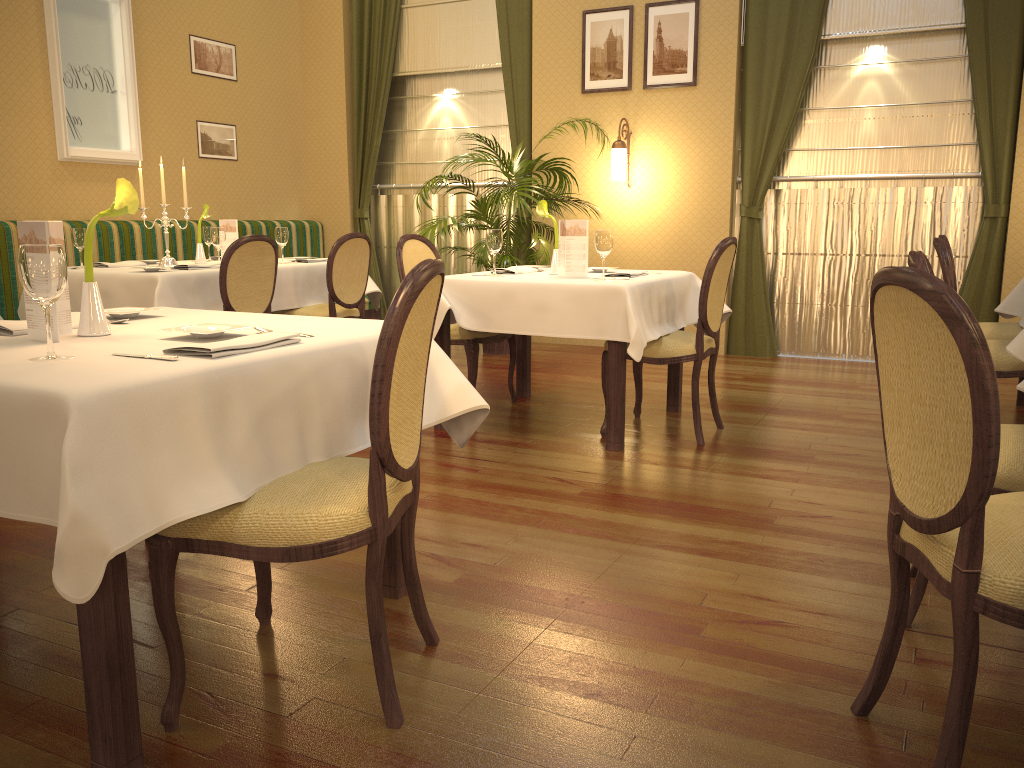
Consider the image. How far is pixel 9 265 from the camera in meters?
5.6 m

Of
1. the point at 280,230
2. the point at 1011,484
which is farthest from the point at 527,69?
the point at 1011,484

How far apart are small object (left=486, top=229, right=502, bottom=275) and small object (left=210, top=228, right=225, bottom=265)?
1.76m

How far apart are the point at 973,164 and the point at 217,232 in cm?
501

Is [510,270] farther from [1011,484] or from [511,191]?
[1011,484]

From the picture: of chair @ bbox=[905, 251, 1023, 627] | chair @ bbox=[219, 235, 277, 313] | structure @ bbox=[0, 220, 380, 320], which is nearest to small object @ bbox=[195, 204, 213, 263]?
chair @ bbox=[219, 235, 277, 313]

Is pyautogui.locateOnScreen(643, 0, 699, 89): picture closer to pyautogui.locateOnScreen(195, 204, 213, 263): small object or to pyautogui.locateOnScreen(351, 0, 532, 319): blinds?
pyautogui.locateOnScreen(351, 0, 532, 319): blinds

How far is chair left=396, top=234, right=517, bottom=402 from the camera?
4.58m

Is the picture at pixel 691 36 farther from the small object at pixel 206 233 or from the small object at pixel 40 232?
the small object at pixel 40 232

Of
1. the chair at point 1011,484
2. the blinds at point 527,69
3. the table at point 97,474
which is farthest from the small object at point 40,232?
the blinds at point 527,69
